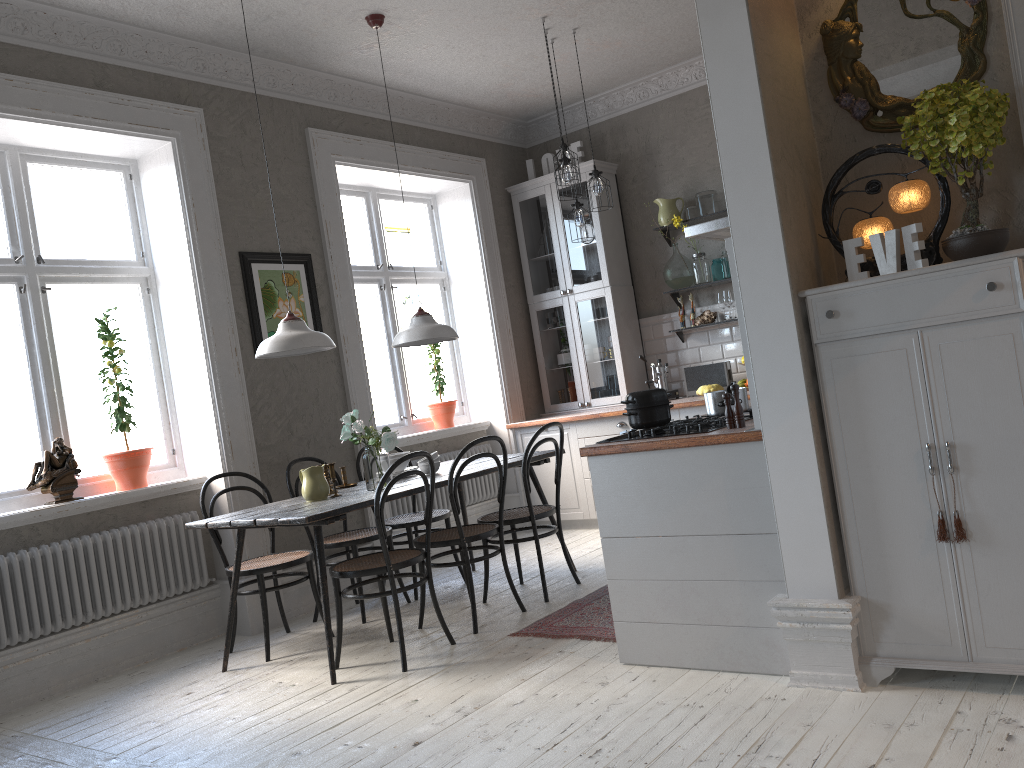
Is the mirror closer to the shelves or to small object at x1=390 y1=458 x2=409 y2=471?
small object at x1=390 y1=458 x2=409 y2=471

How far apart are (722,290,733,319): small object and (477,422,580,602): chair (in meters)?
2.17

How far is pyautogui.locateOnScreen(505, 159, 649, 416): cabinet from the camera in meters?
6.8

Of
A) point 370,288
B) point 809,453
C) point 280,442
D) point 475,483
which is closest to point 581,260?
point 475,483

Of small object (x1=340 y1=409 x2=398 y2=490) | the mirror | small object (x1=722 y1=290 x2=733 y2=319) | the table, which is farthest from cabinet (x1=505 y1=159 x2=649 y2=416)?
the mirror

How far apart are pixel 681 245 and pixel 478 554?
2.8 meters

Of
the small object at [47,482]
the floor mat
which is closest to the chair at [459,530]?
the floor mat

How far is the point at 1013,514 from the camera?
2.53m

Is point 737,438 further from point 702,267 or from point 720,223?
point 702,267

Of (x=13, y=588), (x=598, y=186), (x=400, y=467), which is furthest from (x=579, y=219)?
(x=13, y=588)
